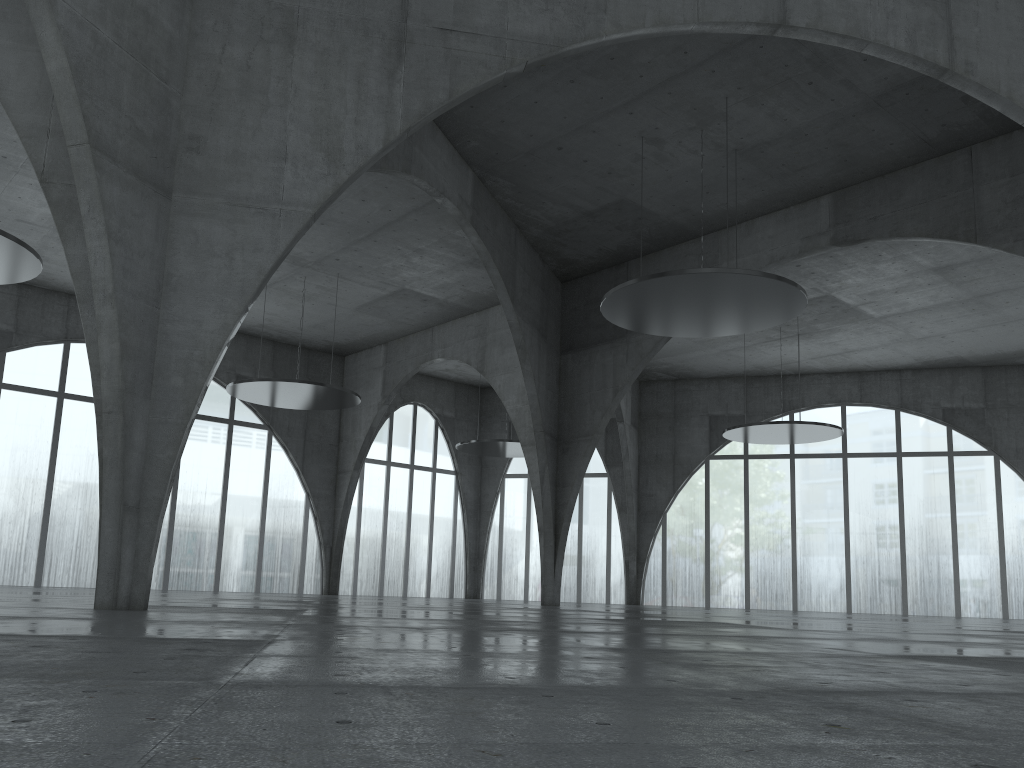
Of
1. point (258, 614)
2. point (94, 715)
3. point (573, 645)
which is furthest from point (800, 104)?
point (94, 715)

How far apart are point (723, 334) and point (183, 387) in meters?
31.4

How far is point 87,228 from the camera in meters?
24.9
